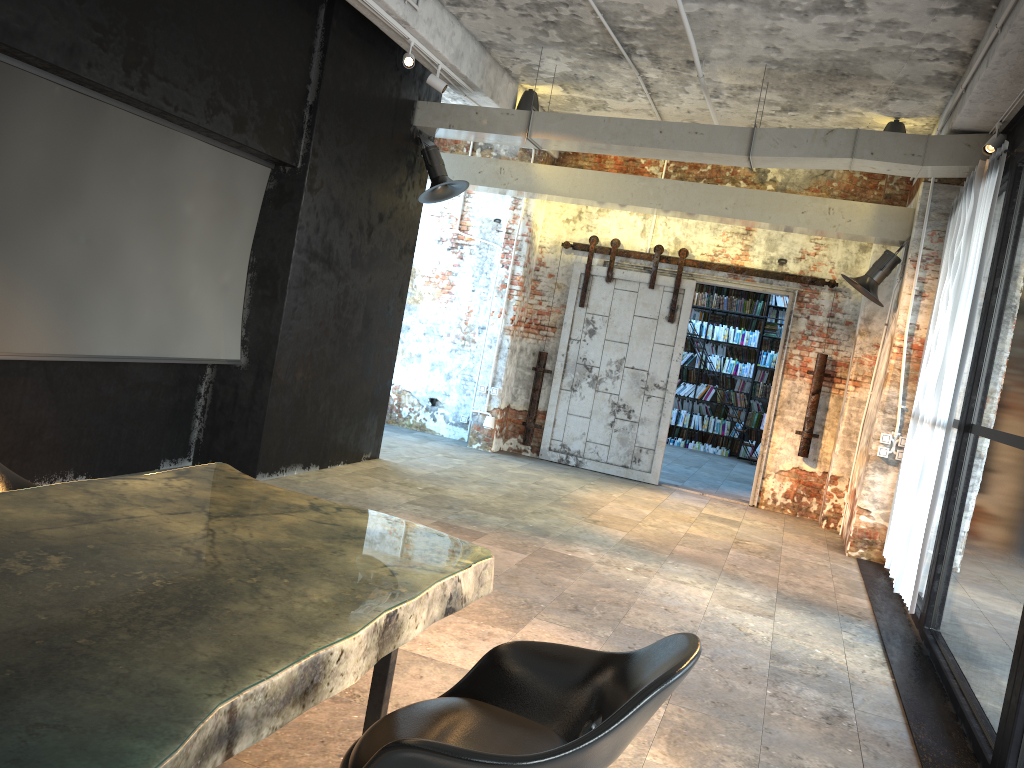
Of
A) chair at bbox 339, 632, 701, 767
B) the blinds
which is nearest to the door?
the blinds

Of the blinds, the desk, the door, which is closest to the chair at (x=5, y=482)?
the desk

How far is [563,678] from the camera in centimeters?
242cm

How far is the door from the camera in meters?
10.0 m

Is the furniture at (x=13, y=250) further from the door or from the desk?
the door

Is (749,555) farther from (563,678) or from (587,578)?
(563,678)

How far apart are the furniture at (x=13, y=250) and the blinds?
4.9m

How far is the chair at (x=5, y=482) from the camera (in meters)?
→ 2.99

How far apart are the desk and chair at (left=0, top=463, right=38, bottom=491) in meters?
0.5

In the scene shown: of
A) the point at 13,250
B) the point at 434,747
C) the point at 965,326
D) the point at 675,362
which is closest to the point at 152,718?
the point at 434,747
